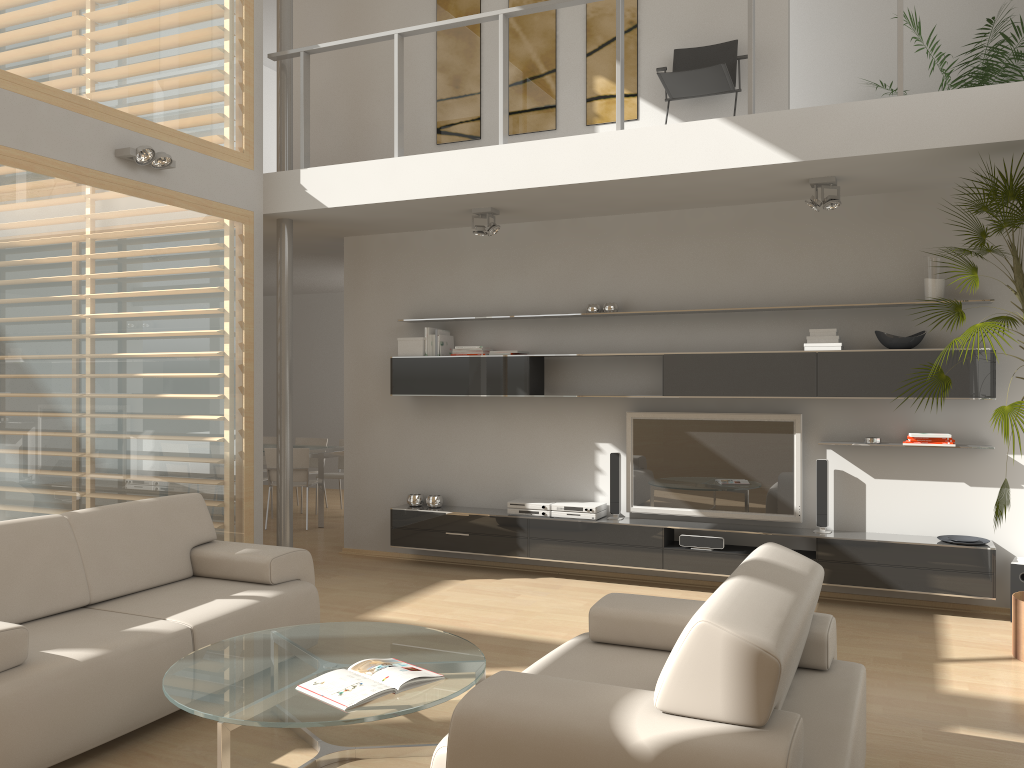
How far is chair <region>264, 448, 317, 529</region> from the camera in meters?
8.8 m

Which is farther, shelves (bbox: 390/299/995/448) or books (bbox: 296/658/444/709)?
shelves (bbox: 390/299/995/448)

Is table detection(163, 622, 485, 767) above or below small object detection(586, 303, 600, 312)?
below

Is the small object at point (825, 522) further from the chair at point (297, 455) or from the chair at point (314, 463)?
the chair at point (314, 463)

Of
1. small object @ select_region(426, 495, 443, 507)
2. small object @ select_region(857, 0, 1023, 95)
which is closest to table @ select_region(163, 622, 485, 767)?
small object @ select_region(426, 495, 443, 507)

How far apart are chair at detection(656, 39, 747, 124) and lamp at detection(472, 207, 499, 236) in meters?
1.5

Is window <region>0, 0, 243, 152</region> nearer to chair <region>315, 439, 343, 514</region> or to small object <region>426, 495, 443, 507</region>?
small object <region>426, 495, 443, 507</region>

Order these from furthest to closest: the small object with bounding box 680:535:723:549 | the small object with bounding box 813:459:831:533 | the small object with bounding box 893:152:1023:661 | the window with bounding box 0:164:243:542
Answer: the small object with bounding box 680:535:723:549 < the small object with bounding box 813:459:831:533 < the window with bounding box 0:164:243:542 < the small object with bounding box 893:152:1023:661

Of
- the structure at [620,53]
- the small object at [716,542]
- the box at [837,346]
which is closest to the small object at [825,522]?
the small object at [716,542]

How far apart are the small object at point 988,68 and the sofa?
5.18m
